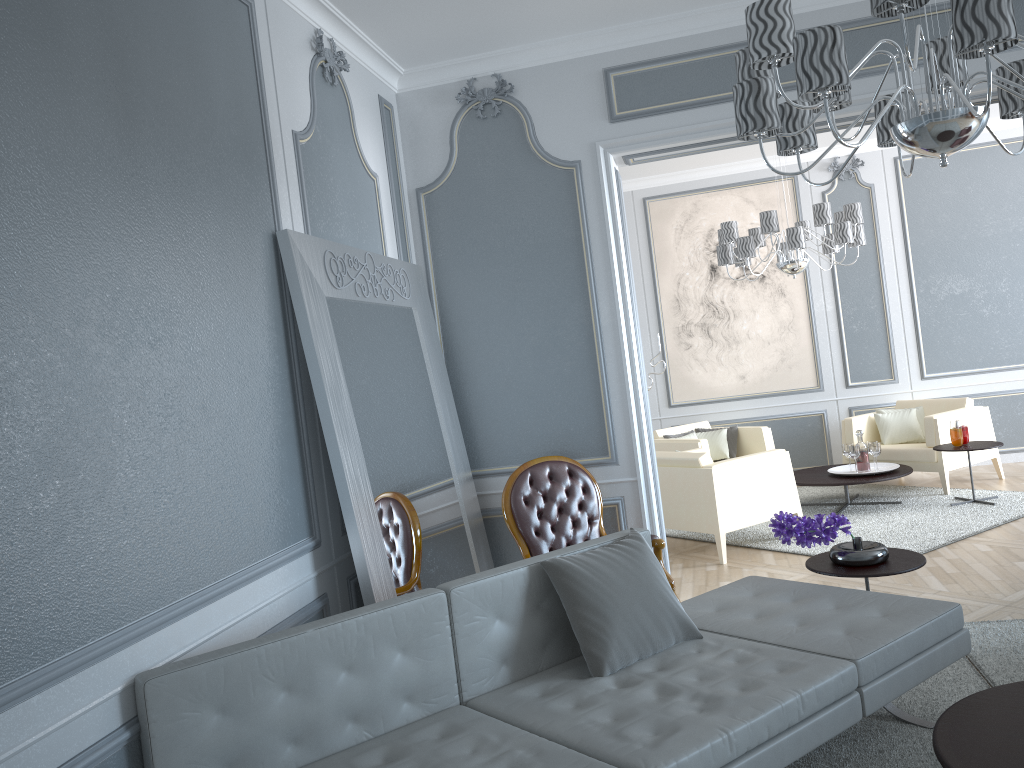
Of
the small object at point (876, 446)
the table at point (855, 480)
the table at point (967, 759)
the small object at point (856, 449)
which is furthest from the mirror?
the small object at point (876, 446)

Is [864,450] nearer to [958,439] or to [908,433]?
[958,439]

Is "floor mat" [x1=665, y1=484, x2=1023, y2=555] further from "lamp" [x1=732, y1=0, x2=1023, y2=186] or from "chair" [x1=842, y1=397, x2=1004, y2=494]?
"lamp" [x1=732, y1=0, x2=1023, y2=186]

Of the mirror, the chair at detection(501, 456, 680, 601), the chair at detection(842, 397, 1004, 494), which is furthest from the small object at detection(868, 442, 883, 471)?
the mirror

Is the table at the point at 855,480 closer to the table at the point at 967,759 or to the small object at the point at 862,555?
the small object at the point at 862,555

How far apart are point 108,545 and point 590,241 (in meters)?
2.74

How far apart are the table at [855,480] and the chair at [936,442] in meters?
0.2

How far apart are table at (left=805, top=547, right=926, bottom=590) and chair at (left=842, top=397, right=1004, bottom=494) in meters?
3.2

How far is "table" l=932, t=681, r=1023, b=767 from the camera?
2.0 meters

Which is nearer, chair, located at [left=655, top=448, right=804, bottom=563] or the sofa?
the sofa
